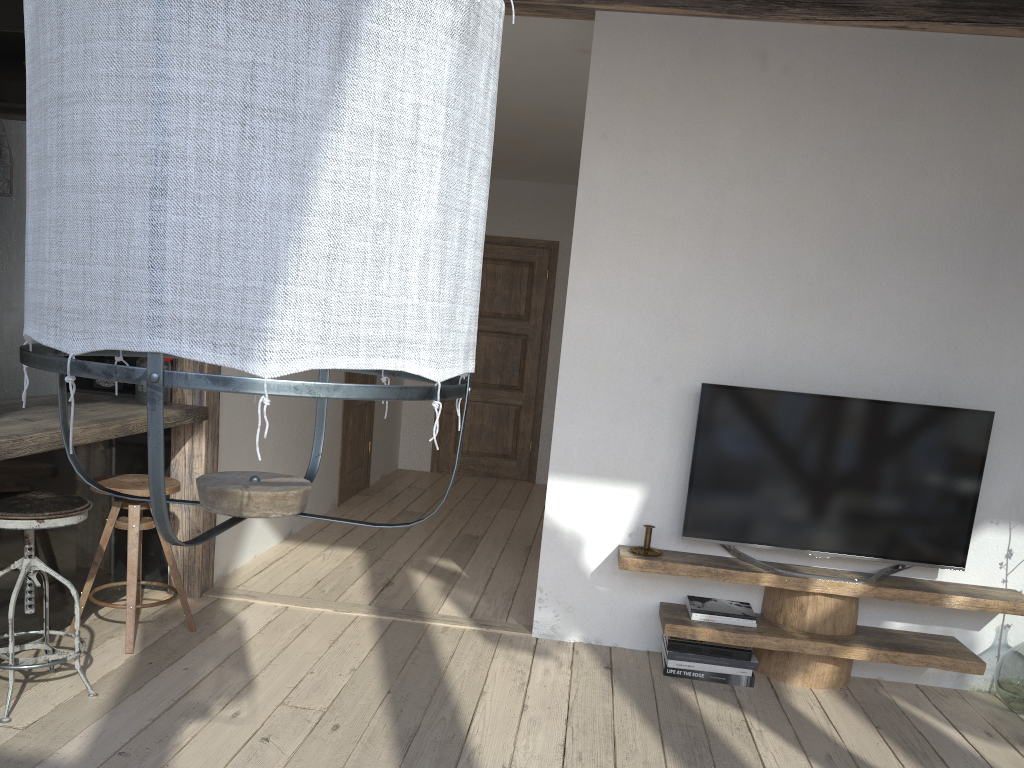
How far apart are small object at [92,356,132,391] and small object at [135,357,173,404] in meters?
0.3

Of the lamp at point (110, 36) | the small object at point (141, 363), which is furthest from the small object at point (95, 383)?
the lamp at point (110, 36)

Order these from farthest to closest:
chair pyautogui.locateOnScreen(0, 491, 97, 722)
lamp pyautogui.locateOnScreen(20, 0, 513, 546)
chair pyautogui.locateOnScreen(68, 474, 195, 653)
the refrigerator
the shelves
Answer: the refrigerator
the shelves
chair pyautogui.locateOnScreen(68, 474, 195, 653)
chair pyautogui.locateOnScreen(0, 491, 97, 722)
lamp pyautogui.locateOnScreen(20, 0, 513, 546)

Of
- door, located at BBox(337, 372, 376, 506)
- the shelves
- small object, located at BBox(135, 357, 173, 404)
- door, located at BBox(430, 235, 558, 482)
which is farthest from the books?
door, located at BBox(430, 235, 558, 482)

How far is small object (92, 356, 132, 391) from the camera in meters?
3.9

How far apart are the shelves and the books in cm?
3

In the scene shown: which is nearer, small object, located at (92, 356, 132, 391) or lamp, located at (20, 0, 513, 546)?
lamp, located at (20, 0, 513, 546)

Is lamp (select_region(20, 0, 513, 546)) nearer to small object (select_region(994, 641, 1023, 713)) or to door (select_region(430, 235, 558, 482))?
small object (select_region(994, 641, 1023, 713))

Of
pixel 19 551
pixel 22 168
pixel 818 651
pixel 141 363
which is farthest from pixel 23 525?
pixel 818 651

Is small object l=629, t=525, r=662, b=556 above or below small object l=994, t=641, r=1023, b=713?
above
